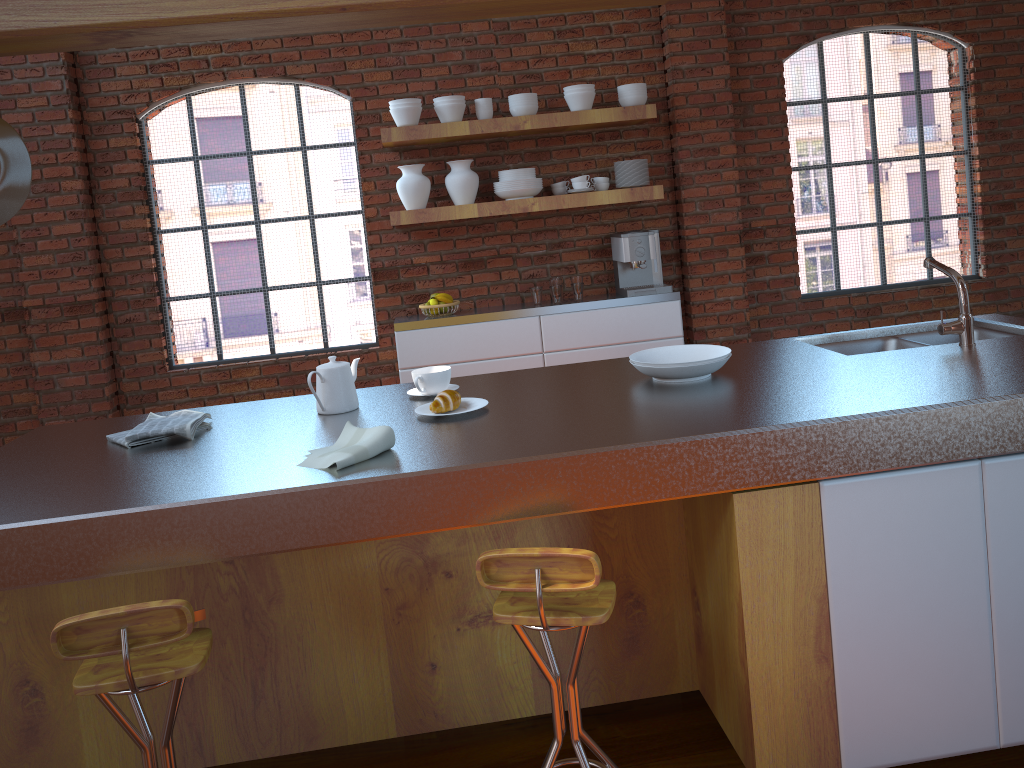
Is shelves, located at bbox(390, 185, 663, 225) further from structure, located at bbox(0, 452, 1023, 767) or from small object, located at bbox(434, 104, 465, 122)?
structure, located at bbox(0, 452, 1023, 767)

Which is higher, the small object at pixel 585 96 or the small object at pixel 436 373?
the small object at pixel 585 96

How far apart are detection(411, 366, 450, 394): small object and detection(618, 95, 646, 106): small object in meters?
2.8 m

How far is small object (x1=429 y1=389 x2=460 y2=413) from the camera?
2.3 meters

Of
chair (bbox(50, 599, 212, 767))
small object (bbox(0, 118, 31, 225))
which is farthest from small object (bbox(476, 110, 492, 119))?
chair (bbox(50, 599, 212, 767))

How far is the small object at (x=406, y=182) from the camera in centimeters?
477cm

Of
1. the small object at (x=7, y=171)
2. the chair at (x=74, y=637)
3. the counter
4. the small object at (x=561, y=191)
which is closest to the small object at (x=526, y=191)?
the small object at (x=561, y=191)

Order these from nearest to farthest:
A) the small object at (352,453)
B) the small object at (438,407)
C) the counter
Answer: the counter, the small object at (352,453), the small object at (438,407)

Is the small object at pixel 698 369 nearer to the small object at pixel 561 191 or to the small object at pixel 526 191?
the small object at pixel 526 191

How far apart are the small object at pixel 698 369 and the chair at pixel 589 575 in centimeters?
66cm
